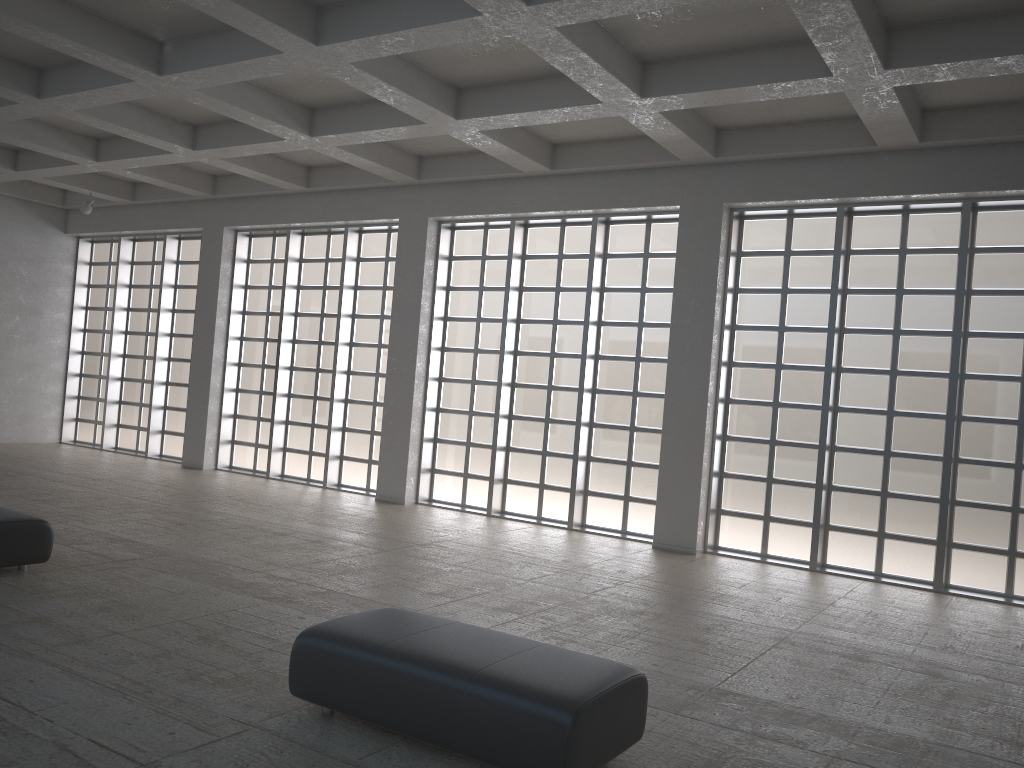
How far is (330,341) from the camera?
26.7 meters
